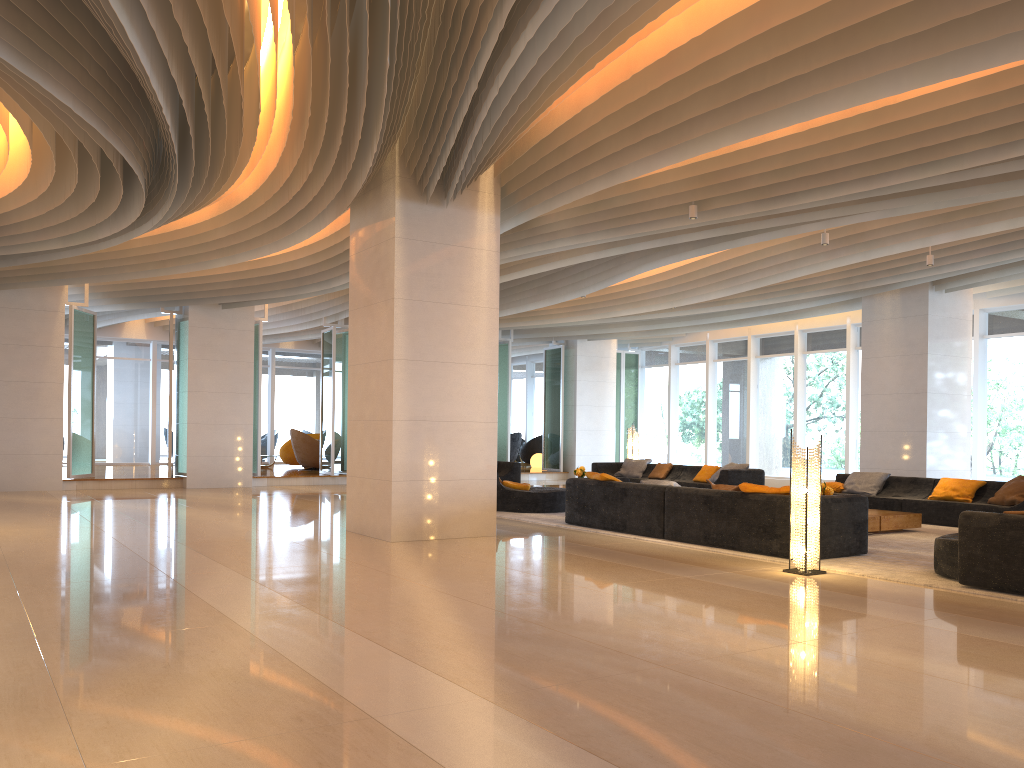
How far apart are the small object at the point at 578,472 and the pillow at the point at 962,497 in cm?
574

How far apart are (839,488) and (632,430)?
6.08m

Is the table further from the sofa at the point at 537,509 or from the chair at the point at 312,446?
the chair at the point at 312,446

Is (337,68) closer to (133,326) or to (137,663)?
(137,663)

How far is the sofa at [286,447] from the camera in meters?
22.8 m

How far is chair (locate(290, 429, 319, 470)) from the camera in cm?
2088

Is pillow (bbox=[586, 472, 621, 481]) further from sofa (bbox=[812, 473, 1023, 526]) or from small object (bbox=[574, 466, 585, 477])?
small object (bbox=[574, 466, 585, 477])

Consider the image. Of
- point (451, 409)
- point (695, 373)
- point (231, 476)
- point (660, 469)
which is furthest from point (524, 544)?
point (695, 373)

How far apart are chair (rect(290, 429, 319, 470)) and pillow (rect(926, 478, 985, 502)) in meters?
13.9

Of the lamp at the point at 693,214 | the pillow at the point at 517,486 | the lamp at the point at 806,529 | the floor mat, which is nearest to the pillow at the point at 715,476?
the pillow at the point at 517,486
